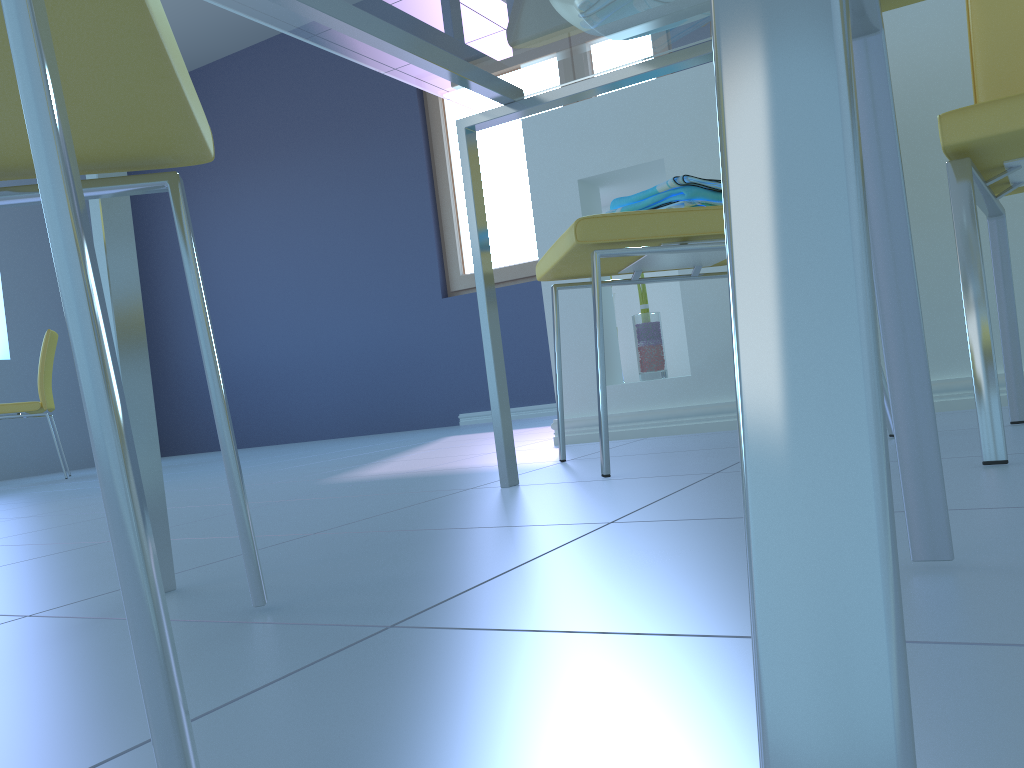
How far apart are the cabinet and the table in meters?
0.7

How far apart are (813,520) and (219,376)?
0.6 meters

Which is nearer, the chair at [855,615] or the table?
the chair at [855,615]

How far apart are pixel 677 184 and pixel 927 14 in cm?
77

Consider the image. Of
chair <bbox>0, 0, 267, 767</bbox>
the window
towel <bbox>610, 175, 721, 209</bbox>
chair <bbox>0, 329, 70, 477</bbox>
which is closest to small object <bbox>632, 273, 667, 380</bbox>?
towel <bbox>610, 175, 721, 209</bbox>

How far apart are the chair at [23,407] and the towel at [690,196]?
3.54m

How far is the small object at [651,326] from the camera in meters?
2.0

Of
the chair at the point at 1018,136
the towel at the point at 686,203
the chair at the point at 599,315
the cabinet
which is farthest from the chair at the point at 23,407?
the chair at the point at 1018,136

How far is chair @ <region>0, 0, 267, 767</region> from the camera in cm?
30

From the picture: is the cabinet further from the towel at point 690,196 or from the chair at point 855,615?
the chair at point 855,615
